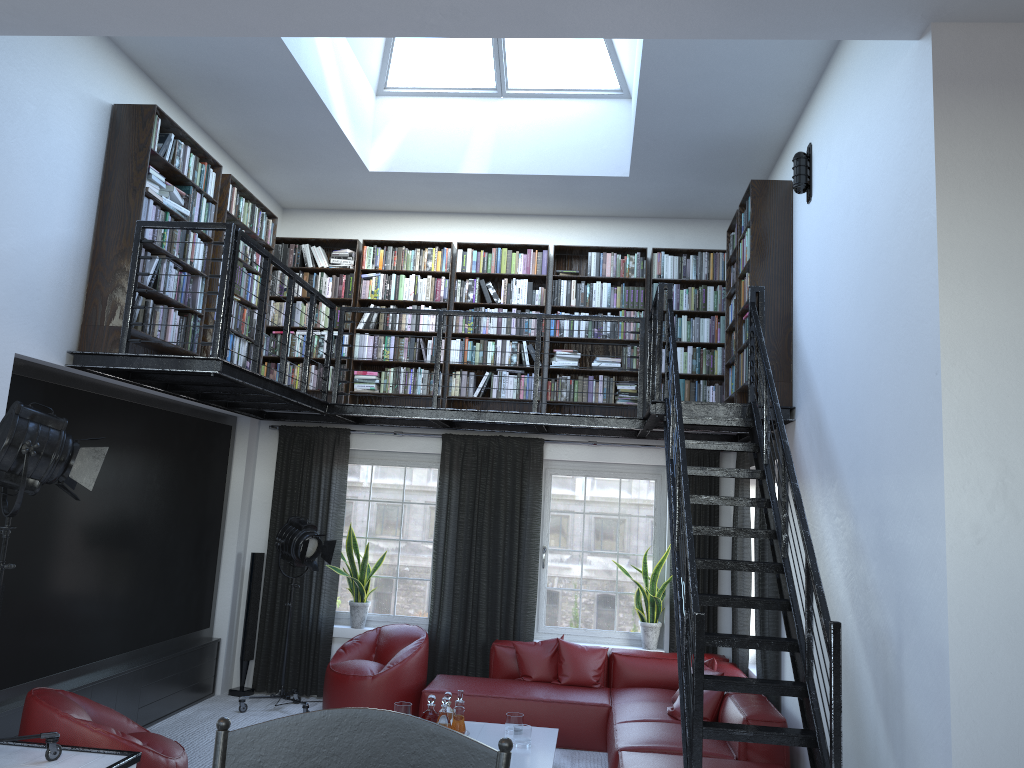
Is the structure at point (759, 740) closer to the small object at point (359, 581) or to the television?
the television

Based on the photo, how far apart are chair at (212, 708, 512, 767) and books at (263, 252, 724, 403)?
6.77m

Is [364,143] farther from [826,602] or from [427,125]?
[826,602]

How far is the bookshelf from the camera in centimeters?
544cm

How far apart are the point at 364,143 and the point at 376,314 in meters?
1.6 m

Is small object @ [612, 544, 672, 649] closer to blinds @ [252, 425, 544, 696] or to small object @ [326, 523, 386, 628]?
blinds @ [252, 425, 544, 696]

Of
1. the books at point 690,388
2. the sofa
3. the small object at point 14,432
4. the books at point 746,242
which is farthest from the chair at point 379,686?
the small object at point 14,432

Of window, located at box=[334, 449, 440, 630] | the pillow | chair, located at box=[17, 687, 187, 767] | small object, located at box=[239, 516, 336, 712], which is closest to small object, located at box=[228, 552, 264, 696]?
small object, located at box=[239, 516, 336, 712]

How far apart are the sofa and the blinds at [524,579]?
0.2 meters

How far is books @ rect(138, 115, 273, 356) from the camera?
5.7m
